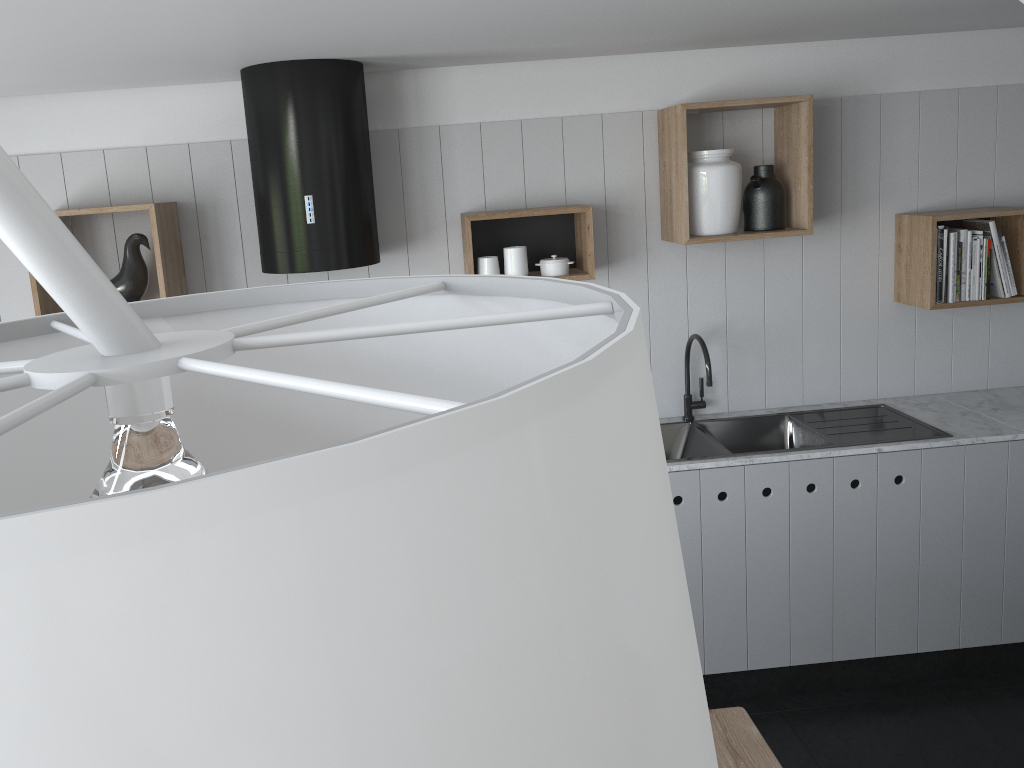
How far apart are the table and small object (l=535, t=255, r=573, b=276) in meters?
1.8

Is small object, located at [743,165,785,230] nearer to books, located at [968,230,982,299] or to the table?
books, located at [968,230,982,299]

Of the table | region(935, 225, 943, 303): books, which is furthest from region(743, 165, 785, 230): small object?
the table

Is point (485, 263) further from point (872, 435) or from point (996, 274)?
point (996, 274)

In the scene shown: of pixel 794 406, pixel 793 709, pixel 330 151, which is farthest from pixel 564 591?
pixel 794 406

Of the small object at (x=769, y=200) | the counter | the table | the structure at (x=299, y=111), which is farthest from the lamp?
the small object at (x=769, y=200)

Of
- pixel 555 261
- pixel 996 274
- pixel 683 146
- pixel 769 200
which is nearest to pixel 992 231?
pixel 996 274

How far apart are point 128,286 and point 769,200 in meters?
2.3 m

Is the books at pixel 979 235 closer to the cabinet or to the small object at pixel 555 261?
the cabinet

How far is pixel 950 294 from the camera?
3.3m
